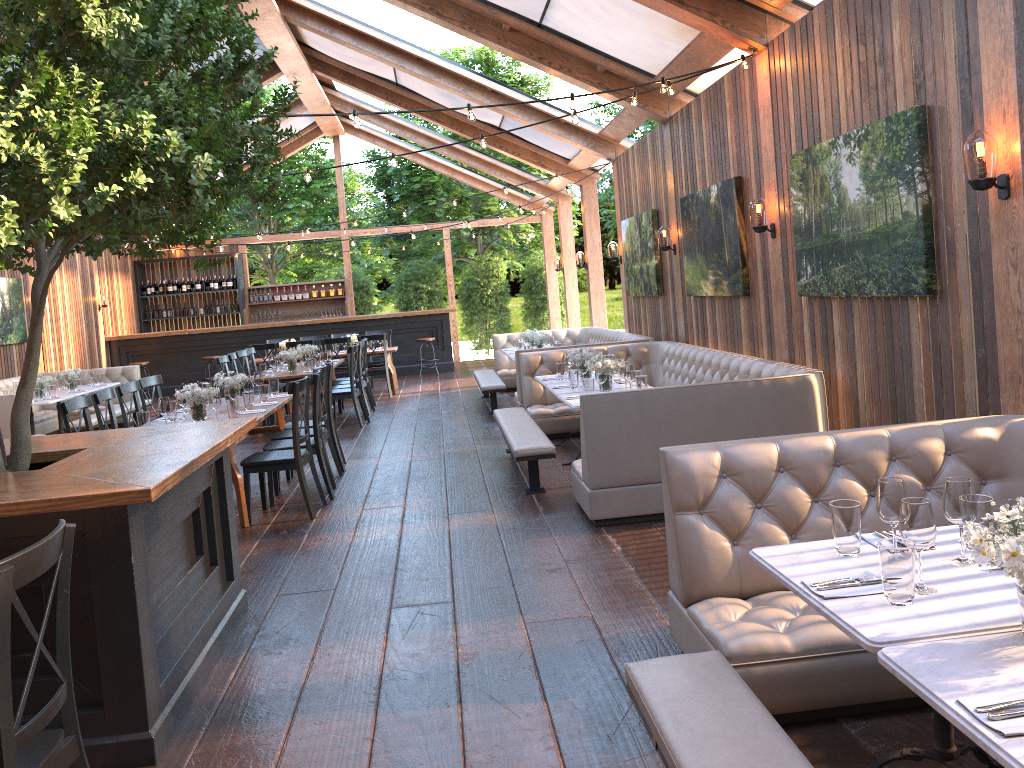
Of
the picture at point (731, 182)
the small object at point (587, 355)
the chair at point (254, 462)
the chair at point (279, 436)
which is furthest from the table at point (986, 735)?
the chair at point (279, 436)

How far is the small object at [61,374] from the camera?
12.02m

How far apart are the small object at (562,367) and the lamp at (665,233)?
2.0m

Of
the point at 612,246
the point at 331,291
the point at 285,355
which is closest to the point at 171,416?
the point at 285,355

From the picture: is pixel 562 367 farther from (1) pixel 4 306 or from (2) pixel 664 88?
(1) pixel 4 306

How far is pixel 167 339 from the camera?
17.3 meters

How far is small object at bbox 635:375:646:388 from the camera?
6.67m

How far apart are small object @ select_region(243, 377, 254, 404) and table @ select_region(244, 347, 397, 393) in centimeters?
673cm

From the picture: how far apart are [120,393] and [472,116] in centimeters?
397cm

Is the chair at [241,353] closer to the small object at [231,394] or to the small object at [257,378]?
the small object at [257,378]
